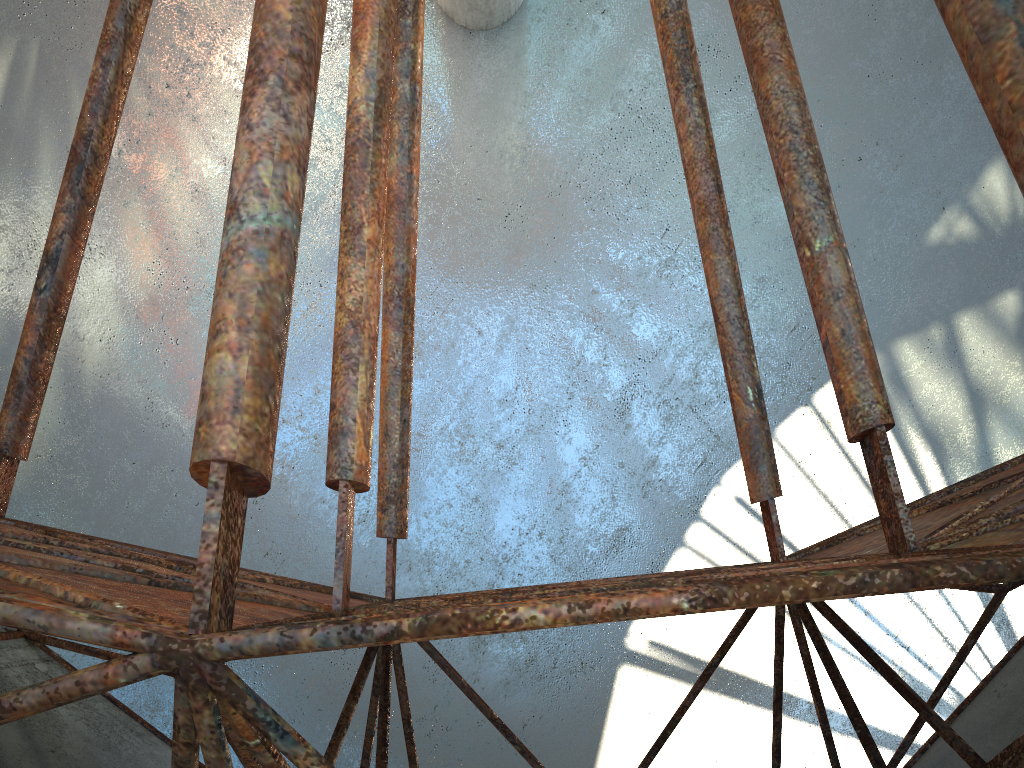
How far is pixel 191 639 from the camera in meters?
2.7 m

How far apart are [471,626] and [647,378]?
17.2 meters
